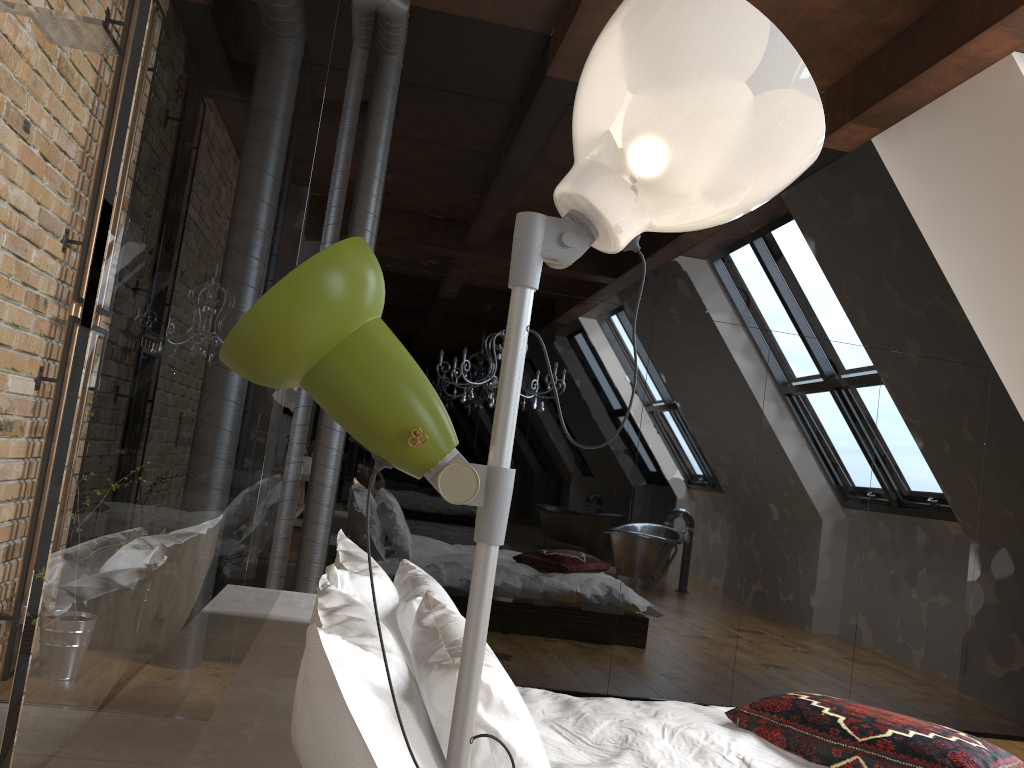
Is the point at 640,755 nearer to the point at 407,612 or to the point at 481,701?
the point at 407,612

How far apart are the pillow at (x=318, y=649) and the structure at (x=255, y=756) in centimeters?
18cm

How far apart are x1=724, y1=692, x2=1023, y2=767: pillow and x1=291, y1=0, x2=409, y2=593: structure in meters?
2.1 m

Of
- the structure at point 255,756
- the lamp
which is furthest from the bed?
the lamp

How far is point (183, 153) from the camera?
0.89m

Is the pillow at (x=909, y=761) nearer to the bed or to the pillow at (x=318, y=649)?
the bed

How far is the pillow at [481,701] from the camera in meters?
1.4 m

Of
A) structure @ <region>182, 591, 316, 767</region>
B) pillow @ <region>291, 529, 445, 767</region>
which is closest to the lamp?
pillow @ <region>291, 529, 445, 767</region>

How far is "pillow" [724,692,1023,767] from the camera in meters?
2.3 m

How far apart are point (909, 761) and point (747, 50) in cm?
215
